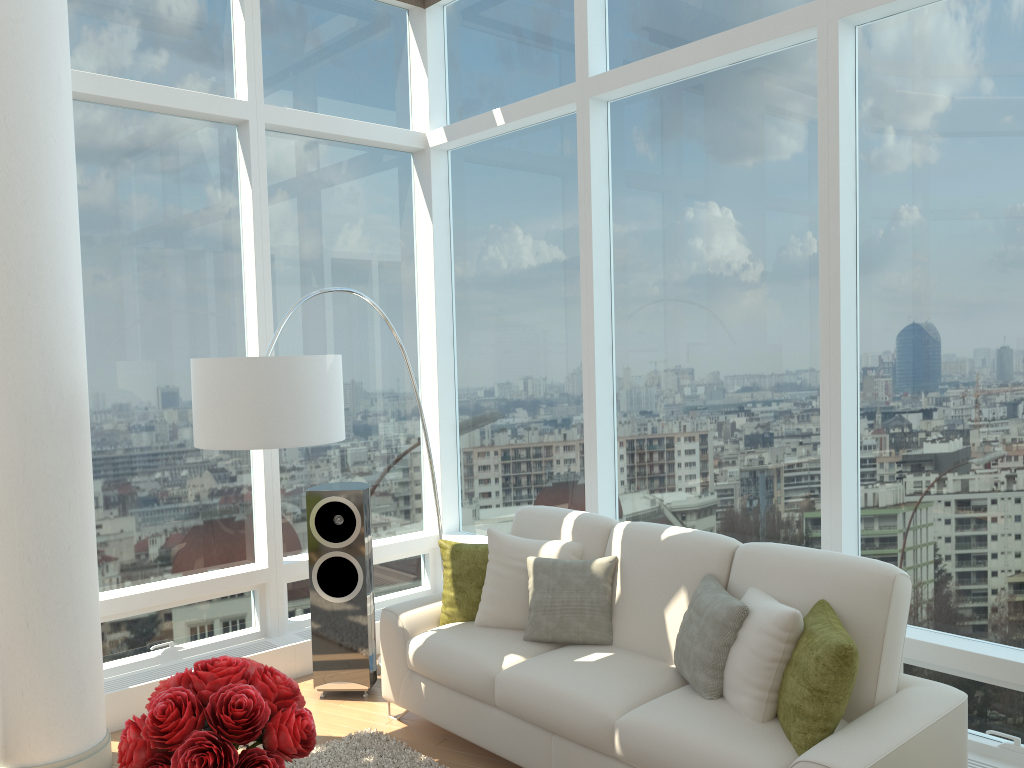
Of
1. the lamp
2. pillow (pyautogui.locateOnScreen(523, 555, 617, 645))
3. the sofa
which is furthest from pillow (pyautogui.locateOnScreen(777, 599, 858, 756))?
the lamp

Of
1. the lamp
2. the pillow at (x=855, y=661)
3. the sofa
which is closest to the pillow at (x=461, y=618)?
the sofa

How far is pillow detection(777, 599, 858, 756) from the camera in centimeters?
297cm

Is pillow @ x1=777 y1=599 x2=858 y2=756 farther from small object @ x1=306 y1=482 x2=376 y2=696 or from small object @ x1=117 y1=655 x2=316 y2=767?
small object @ x1=306 y1=482 x2=376 y2=696

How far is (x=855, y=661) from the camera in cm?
297

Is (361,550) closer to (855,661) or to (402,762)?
(402,762)

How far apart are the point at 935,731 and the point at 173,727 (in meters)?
2.49

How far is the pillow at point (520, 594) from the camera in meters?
4.3 m

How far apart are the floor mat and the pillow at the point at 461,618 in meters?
0.6

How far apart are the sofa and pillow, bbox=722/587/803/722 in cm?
2
